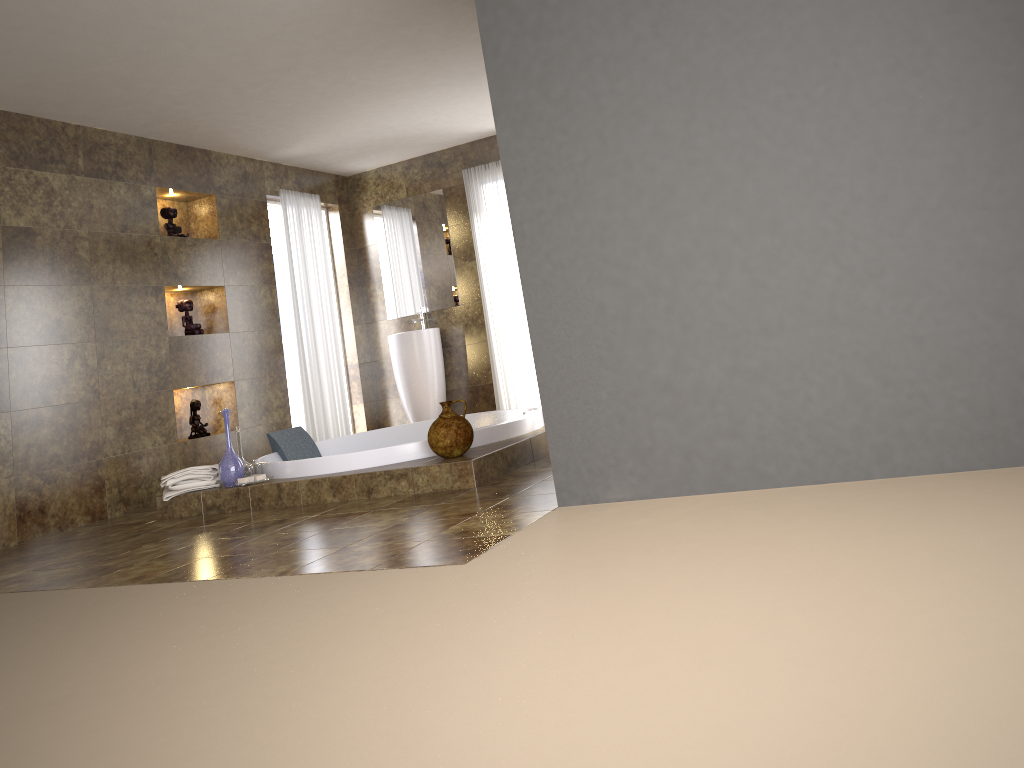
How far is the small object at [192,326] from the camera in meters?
6.3 m

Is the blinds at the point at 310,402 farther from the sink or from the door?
the door

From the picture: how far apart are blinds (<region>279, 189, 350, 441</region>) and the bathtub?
1.1m

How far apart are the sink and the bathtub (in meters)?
1.21

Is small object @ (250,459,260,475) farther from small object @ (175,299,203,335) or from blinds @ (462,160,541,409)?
blinds @ (462,160,541,409)

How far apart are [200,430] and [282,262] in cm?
238

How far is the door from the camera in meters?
8.2 m

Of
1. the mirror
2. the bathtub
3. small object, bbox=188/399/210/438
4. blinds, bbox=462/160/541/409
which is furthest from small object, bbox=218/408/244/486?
the mirror

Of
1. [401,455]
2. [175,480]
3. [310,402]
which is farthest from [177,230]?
[401,455]

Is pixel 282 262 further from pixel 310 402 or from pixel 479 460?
pixel 479 460
